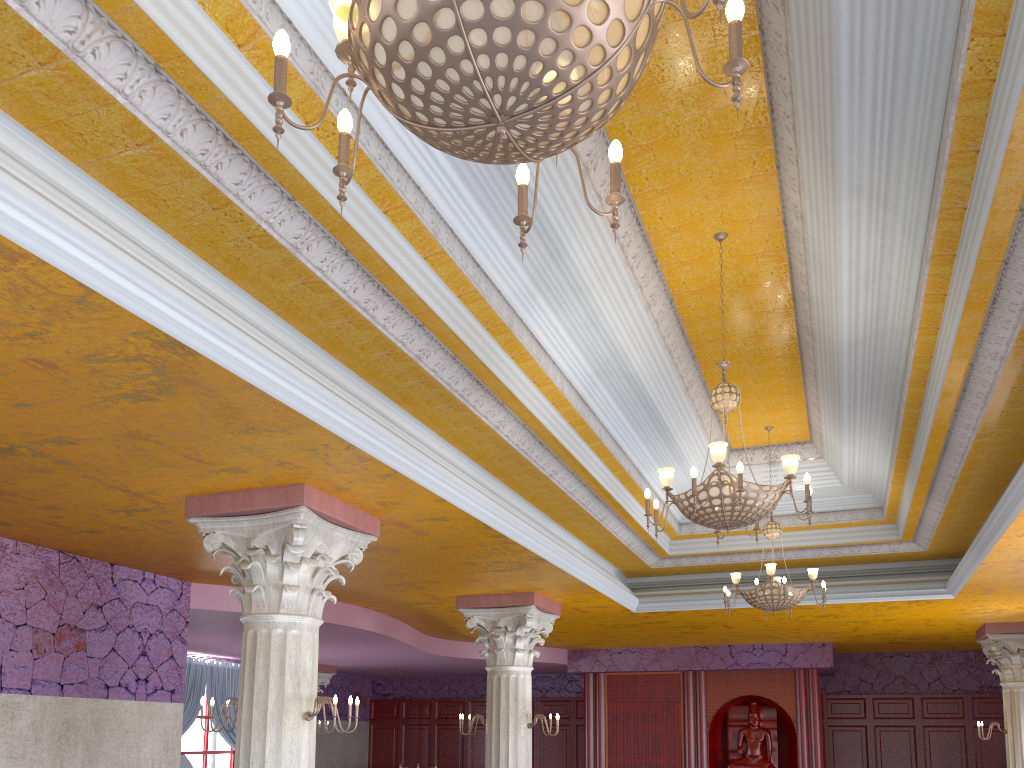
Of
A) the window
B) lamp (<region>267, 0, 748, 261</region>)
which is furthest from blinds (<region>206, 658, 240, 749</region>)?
lamp (<region>267, 0, 748, 261</region>)

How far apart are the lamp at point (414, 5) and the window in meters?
15.2 m

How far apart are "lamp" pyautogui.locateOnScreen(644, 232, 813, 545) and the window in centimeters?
1268cm

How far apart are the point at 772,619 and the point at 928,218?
8.6m

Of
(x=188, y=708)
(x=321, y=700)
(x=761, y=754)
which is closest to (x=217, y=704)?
(x=188, y=708)

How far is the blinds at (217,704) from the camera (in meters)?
15.08

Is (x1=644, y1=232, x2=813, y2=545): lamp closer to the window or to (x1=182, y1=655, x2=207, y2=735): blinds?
(x1=182, y1=655, x2=207, y2=735): blinds

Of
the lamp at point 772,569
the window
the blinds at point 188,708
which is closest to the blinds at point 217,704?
the blinds at point 188,708

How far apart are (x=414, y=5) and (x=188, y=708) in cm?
1483

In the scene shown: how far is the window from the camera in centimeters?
1514cm
